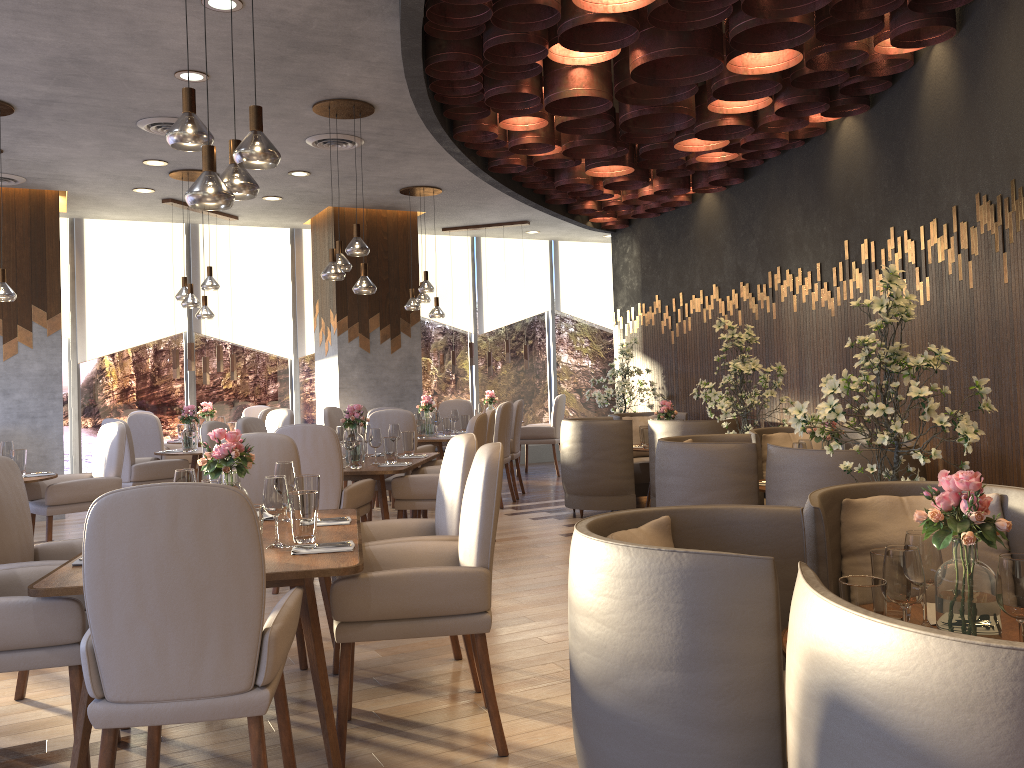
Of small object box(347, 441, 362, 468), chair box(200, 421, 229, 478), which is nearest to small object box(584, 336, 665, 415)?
small object box(347, 441, 362, 468)

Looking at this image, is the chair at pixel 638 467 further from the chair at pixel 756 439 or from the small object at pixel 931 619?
the small object at pixel 931 619

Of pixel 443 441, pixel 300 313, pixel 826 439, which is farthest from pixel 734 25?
pixel 300 313

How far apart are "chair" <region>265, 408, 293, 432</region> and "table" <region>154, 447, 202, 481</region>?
0.9m

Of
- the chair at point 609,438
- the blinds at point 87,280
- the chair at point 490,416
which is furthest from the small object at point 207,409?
the chair at point 609,438

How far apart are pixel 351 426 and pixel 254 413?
4.6 meters

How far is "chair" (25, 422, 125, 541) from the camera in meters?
6.0 m

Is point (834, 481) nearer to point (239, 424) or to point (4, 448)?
point (239, 424)

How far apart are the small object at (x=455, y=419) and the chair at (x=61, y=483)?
3.7 meters

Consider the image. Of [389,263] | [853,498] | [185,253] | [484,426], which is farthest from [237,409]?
[853,498]
